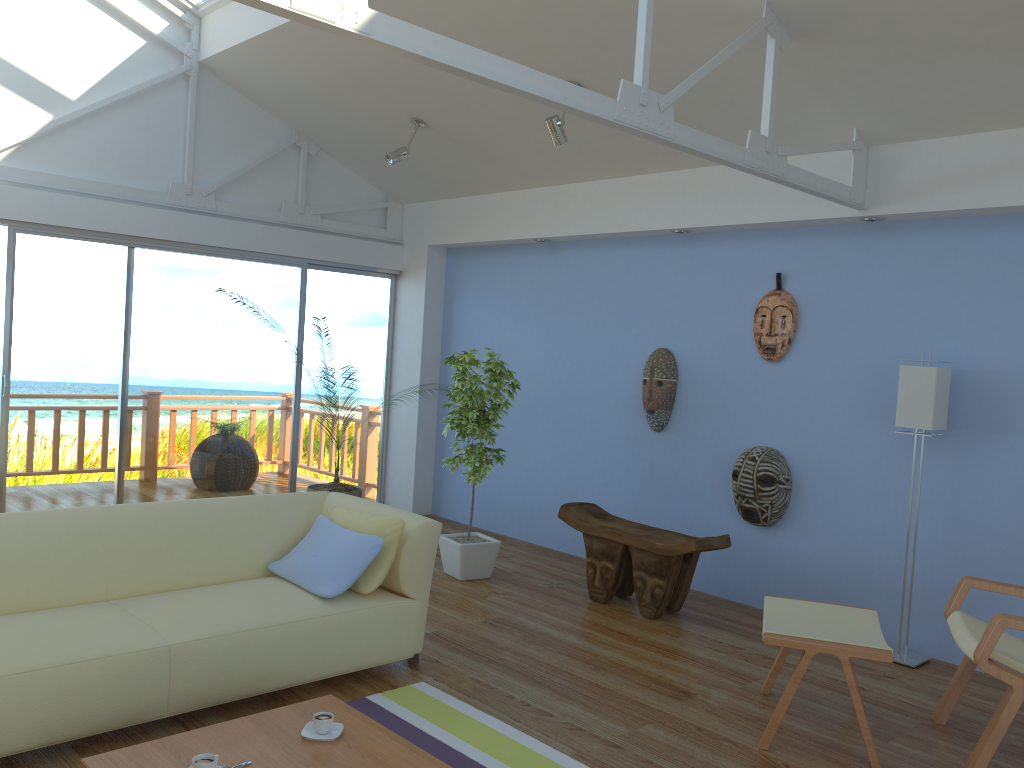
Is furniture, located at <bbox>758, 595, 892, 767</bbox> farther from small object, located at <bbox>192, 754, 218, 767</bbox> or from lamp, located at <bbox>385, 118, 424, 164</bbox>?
lamp, located at <bbox>385, 118, 424, 164</bbox>

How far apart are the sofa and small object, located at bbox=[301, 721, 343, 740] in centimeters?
60cm

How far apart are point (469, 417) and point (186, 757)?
2.9m

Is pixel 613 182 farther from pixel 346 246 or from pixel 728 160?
pixel 346 246

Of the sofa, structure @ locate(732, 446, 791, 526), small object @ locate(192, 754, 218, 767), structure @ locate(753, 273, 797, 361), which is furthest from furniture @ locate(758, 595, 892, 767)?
small object @ locate(192, 754, 218, 767)

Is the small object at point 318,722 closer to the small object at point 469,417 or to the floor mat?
the floor mat

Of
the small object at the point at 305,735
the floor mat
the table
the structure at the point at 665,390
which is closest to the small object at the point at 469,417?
the structure at the point at 665,390

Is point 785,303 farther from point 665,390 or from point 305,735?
point 305,735

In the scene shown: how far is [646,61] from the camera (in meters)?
3.25

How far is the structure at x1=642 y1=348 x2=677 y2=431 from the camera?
5.6m
